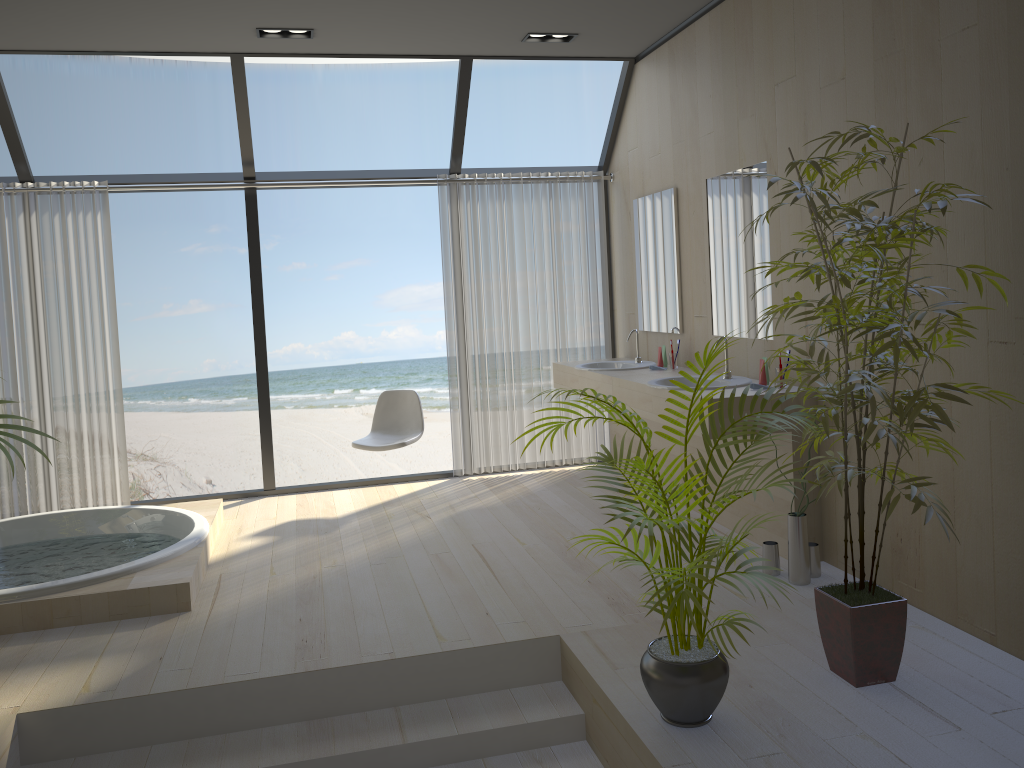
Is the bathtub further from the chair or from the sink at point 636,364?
the sink at point 636,364

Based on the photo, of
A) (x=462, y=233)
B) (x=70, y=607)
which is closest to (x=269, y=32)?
(x=462, y=233)

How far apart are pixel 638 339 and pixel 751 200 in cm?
144

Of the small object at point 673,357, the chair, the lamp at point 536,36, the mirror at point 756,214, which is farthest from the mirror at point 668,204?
the chair

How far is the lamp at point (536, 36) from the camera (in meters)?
5.12

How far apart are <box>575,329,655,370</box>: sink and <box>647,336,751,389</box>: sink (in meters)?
0.78

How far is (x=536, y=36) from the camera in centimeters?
511cm

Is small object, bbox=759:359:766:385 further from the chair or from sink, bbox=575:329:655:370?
the chair

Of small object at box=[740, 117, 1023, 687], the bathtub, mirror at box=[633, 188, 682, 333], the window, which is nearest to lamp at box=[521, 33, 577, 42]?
the window

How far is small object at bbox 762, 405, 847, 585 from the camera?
3.71m
